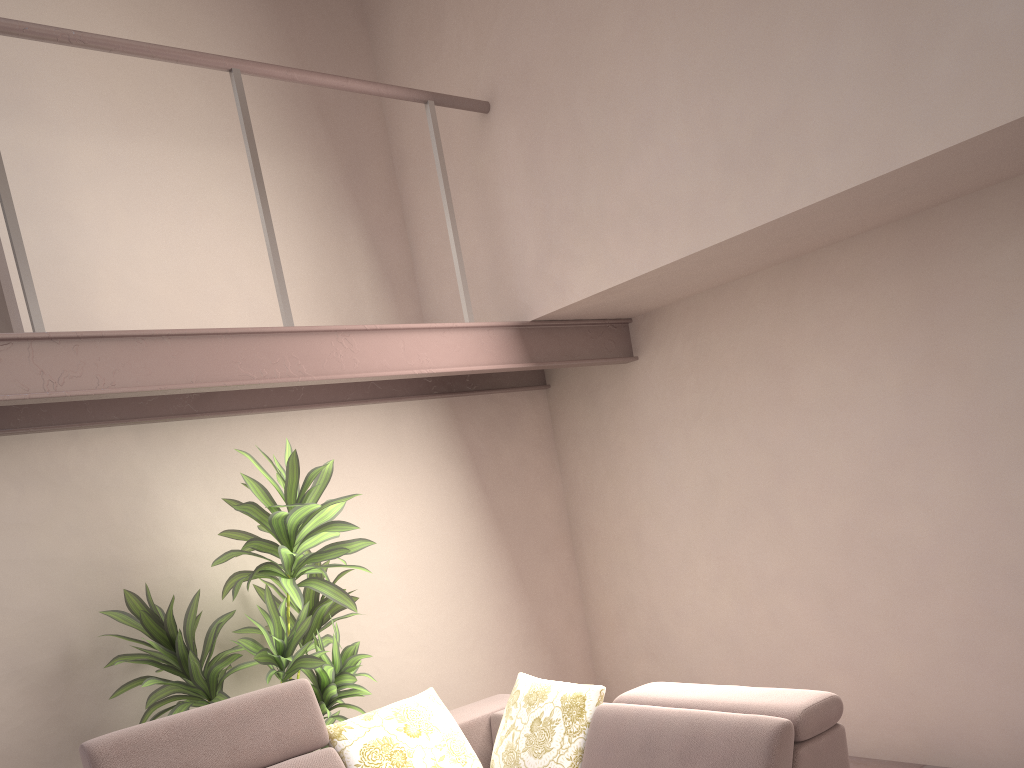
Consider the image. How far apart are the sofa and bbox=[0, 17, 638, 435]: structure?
1.1m

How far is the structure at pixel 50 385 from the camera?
2.85m

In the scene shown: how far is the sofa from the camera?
2.7m

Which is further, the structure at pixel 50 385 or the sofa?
the structure at pixel 50 385

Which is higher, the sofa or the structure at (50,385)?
the structure at (50,385)

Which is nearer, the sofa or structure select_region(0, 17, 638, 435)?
the sofa

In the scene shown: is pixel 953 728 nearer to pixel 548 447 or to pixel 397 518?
pixel 548 447

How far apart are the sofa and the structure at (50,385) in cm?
114

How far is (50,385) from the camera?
2.9 meters
